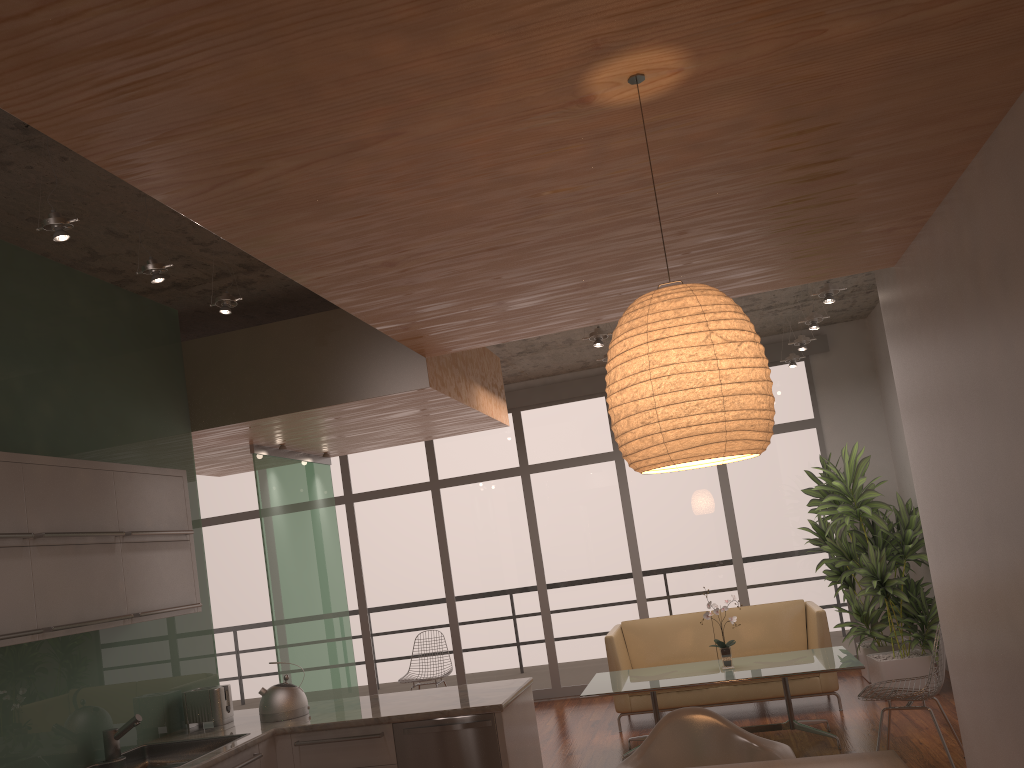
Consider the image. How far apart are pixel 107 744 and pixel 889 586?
5.6m

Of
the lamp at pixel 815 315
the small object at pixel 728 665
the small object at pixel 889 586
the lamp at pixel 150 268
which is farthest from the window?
the lamp at pixel 150 268

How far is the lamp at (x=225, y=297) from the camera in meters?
4.3

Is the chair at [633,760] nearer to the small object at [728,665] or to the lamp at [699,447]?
the lamp at [699,447]

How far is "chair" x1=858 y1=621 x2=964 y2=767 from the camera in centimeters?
496cm

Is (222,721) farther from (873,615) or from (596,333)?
(873,615)

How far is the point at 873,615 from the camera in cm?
759

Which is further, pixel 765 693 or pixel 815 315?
pixel 765 693

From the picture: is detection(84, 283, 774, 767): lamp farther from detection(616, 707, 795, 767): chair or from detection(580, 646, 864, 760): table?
detection(580, 646, 864, 760): table

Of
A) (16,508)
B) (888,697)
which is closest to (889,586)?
(888,697)
